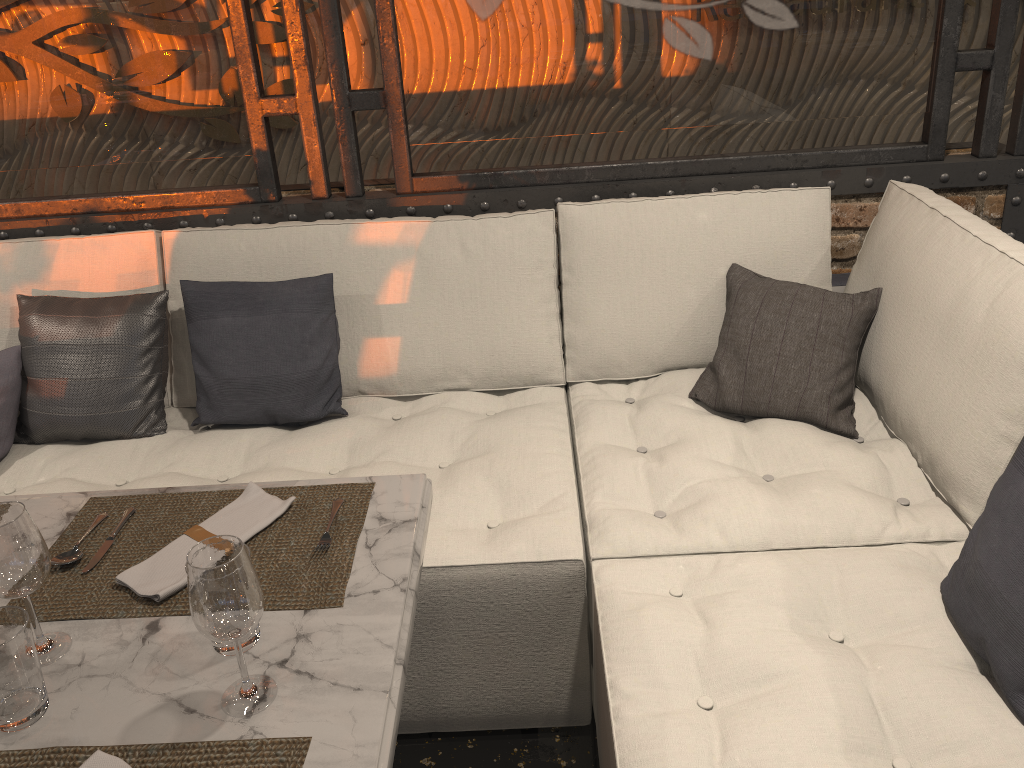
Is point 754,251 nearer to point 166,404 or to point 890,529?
point 890,529

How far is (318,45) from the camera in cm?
469

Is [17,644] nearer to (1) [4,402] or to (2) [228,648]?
(2) [228,648]

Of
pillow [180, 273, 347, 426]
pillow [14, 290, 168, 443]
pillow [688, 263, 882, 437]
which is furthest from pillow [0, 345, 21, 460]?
pillow [688, 263, 882, 437]

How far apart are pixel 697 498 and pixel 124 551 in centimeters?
114cm

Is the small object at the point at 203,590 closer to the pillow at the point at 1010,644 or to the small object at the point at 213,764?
the small object at the point at 213,764

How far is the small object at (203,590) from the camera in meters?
1.0

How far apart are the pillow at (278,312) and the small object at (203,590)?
1.25m

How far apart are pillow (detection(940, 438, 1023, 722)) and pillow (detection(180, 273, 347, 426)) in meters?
1.5 m

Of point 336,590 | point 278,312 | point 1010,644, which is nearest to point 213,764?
point 336,590
